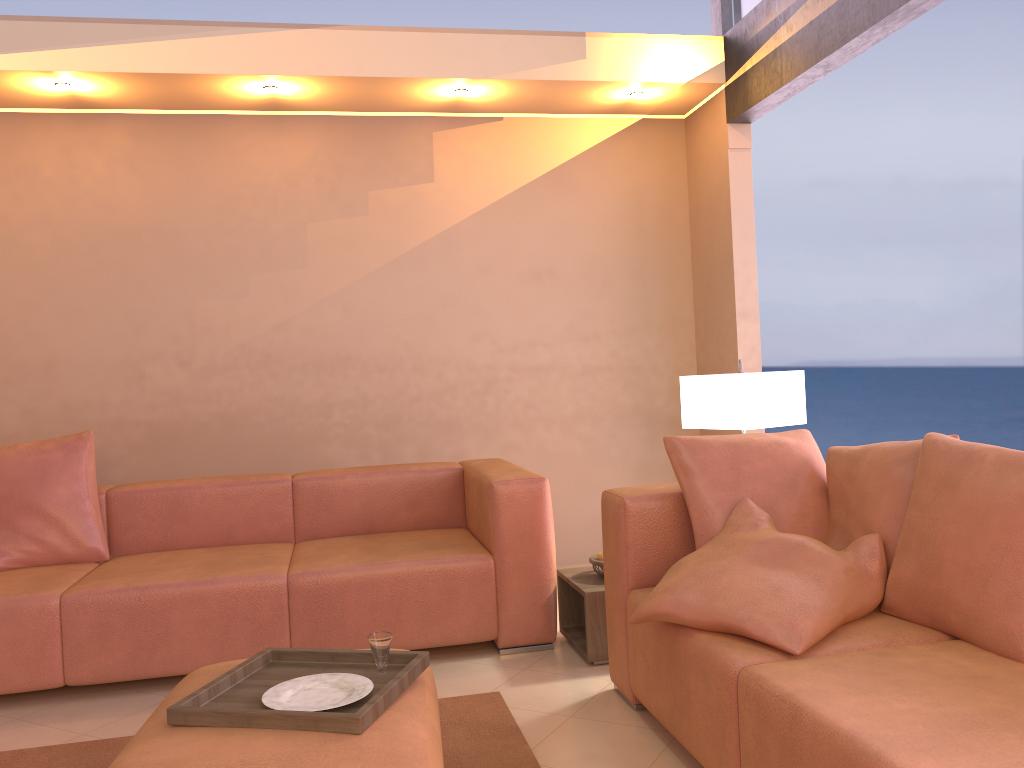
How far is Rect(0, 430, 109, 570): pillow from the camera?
3.5 meters

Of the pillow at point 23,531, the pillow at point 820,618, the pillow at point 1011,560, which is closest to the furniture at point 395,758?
the pillow at point 820,618

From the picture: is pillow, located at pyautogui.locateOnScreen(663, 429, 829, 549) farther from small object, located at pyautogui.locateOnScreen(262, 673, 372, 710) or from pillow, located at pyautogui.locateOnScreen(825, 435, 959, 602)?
small object, located at pyautogui.locateOnScreen(262, 673, 372, 710)

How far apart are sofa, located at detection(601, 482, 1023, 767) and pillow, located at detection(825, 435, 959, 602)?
0.1 meters

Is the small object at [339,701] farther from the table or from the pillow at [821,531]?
the table

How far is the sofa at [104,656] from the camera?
3.05m

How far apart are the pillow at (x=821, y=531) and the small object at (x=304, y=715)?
0.9 meters

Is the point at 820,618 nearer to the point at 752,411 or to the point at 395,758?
the point at 395,758

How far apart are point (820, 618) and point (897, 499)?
0.5 meters

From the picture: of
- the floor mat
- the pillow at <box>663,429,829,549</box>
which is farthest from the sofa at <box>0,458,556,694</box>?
the pillow at <box>663,429,829,549</box>
